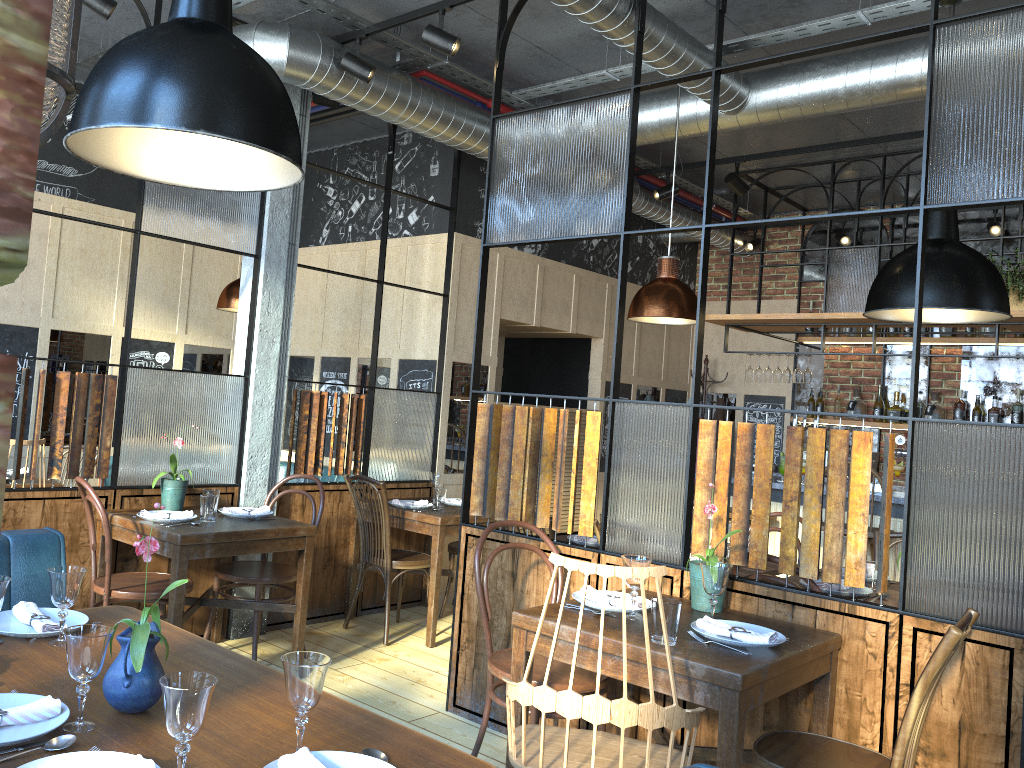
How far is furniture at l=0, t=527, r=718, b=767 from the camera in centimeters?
276cm

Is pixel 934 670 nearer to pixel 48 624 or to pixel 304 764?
pixel 304 764

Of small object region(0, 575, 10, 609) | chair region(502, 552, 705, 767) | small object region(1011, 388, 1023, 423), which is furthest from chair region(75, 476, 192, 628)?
small object region(1011, 388, 1023, 423)

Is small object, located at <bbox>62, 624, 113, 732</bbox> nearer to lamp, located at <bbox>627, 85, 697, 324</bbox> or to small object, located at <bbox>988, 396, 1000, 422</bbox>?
lamp, located at <bbox>627, 85, 697, 324</bbox>

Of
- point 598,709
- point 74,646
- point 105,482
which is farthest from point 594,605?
point 105,482

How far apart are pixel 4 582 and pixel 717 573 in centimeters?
200cm

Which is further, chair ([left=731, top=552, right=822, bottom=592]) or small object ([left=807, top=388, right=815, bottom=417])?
small object ([left=807, top=388, right=815, bottom=417])

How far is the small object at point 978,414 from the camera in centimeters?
706cm

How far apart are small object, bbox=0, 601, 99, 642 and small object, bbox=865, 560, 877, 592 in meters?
3.0

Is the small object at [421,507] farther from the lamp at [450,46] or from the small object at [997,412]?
the small object at [997,412]
